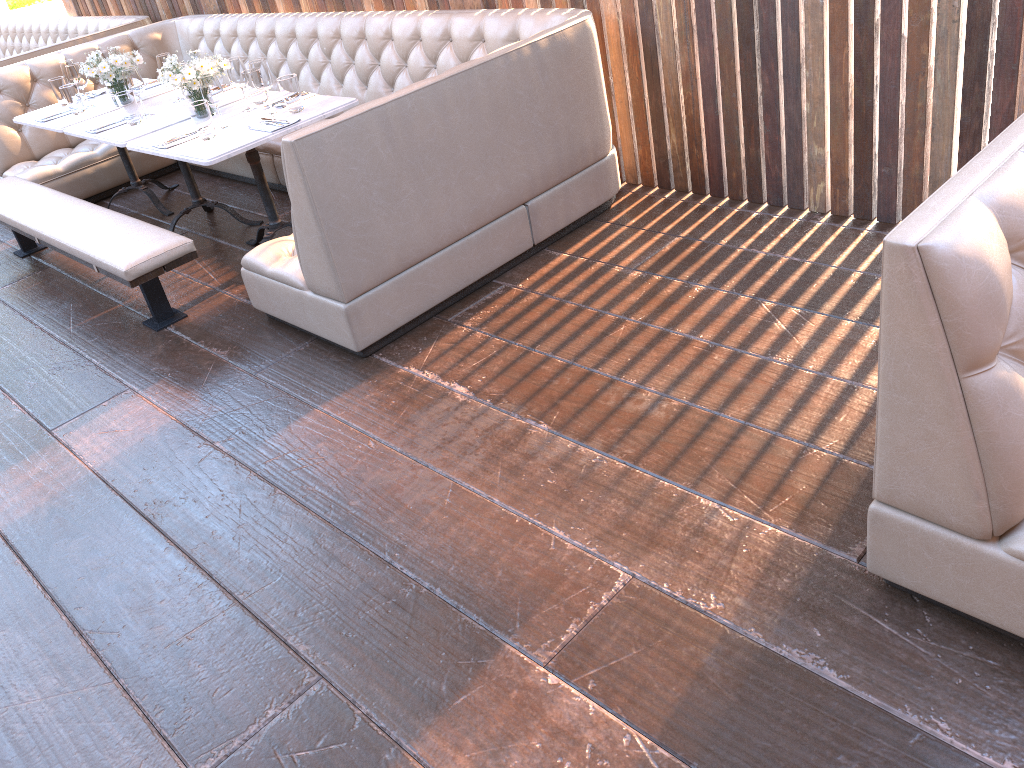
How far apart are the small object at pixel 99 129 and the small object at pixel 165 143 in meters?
0.7 m

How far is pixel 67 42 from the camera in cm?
633

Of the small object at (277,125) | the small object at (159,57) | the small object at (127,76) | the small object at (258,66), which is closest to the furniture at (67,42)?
the small object at (159,57)

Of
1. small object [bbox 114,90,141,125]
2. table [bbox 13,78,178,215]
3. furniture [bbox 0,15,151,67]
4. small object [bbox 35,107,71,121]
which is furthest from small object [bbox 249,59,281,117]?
furniture [bbox 0,15,151,67]

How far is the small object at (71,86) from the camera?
4.7 meters

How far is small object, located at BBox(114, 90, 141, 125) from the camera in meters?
4.2

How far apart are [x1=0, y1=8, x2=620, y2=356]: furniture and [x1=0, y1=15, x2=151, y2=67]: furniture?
0.50m

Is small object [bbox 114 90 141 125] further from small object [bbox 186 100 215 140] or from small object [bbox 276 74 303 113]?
small object [bbox 276 74 303 113]

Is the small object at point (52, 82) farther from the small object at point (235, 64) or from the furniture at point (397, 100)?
the small object at point (235, 64)

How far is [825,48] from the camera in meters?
3.2
